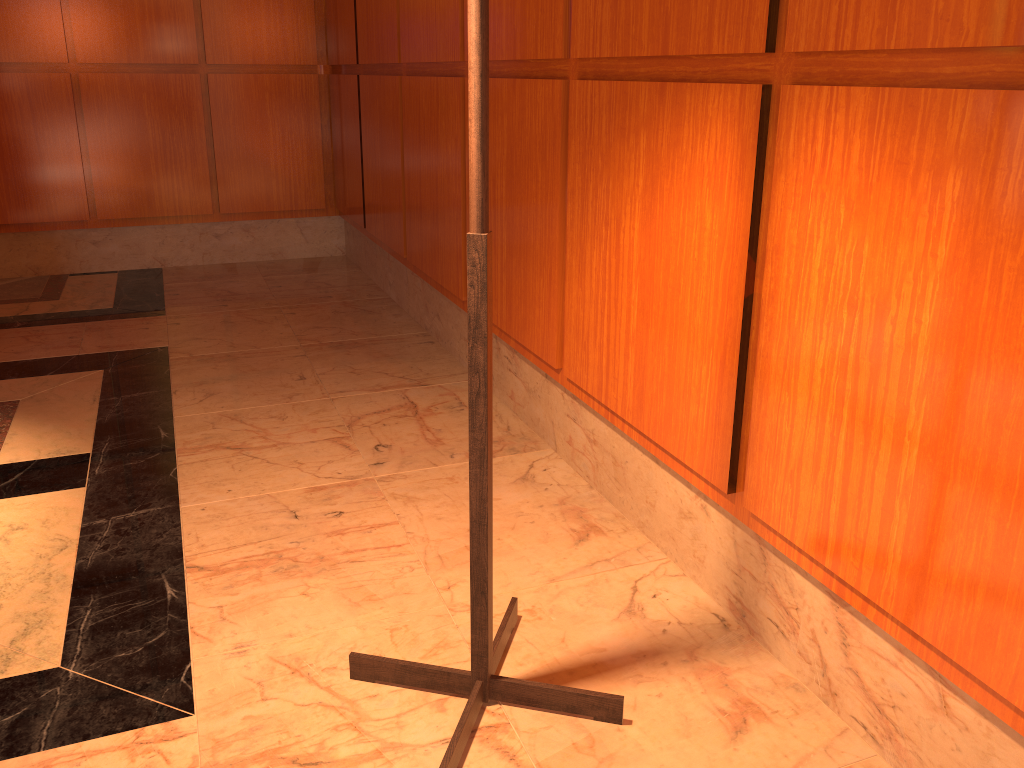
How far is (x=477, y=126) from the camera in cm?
125

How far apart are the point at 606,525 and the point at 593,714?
0.70m

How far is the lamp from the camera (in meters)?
→ 1.25
